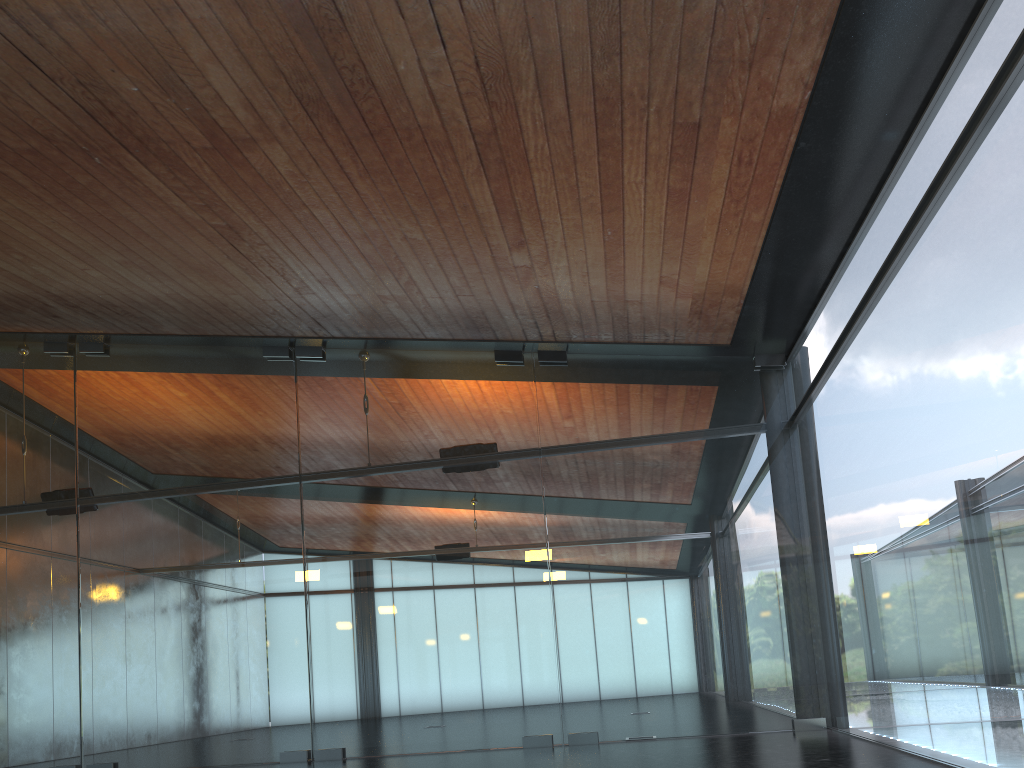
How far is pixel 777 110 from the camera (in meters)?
6.60

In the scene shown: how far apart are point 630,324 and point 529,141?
4.2 meters
